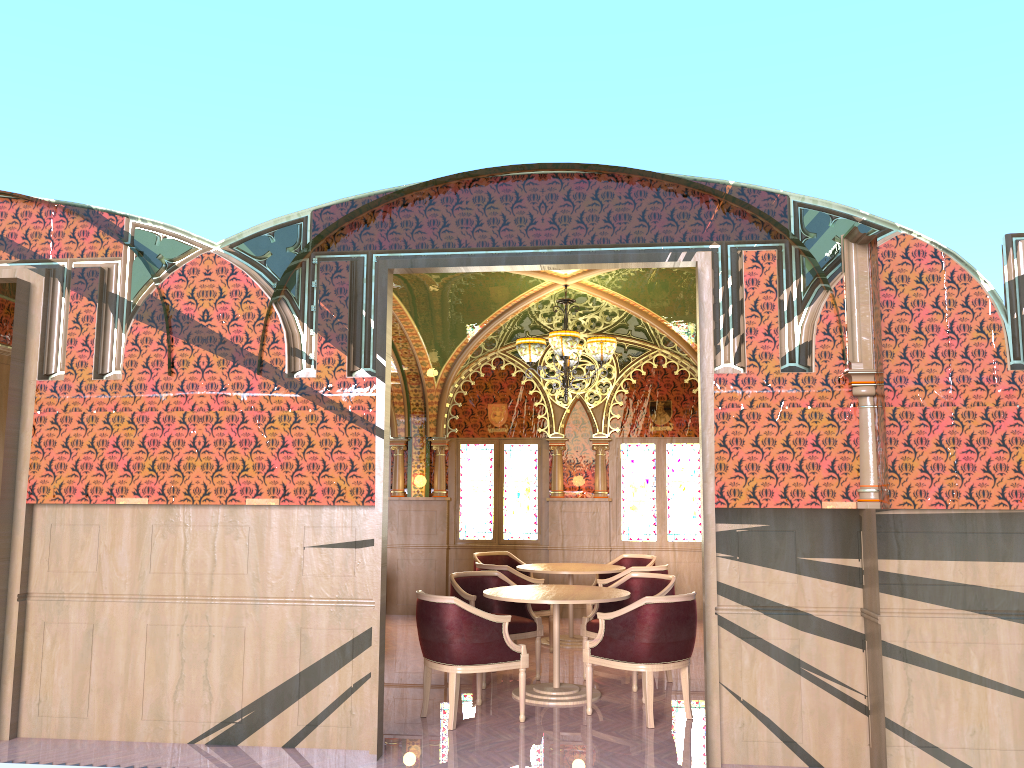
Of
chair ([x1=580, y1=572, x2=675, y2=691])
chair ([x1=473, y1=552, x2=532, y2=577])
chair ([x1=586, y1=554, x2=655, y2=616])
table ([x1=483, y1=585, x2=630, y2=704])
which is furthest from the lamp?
chair ([x1=473, y1=552, x2=532, y2=577])

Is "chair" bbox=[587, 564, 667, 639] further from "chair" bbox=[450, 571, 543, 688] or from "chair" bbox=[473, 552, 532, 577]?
"chair" bbox=[473, 552, 532, 577]

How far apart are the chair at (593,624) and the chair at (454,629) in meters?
1.2

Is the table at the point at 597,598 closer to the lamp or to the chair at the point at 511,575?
the chair at the point at 511,575

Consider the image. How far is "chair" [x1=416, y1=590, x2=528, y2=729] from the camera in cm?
581

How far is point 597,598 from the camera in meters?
6.5 m

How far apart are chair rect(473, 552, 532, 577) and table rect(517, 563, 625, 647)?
1.0m

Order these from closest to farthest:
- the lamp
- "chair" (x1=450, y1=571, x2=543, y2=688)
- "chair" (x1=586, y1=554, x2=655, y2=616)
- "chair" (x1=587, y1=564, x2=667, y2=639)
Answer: "chair" (x1=450, y1=571, x2=543, y2=688), the lamp, "chair" (x1=587, y1=564, x2=667, y2=639), "chair" (x1=586, y1=554, x2=655, y2=616)

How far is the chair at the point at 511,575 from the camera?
8.45m

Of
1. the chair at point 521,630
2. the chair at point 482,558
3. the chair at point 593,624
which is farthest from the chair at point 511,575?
the chair at point 482,558
